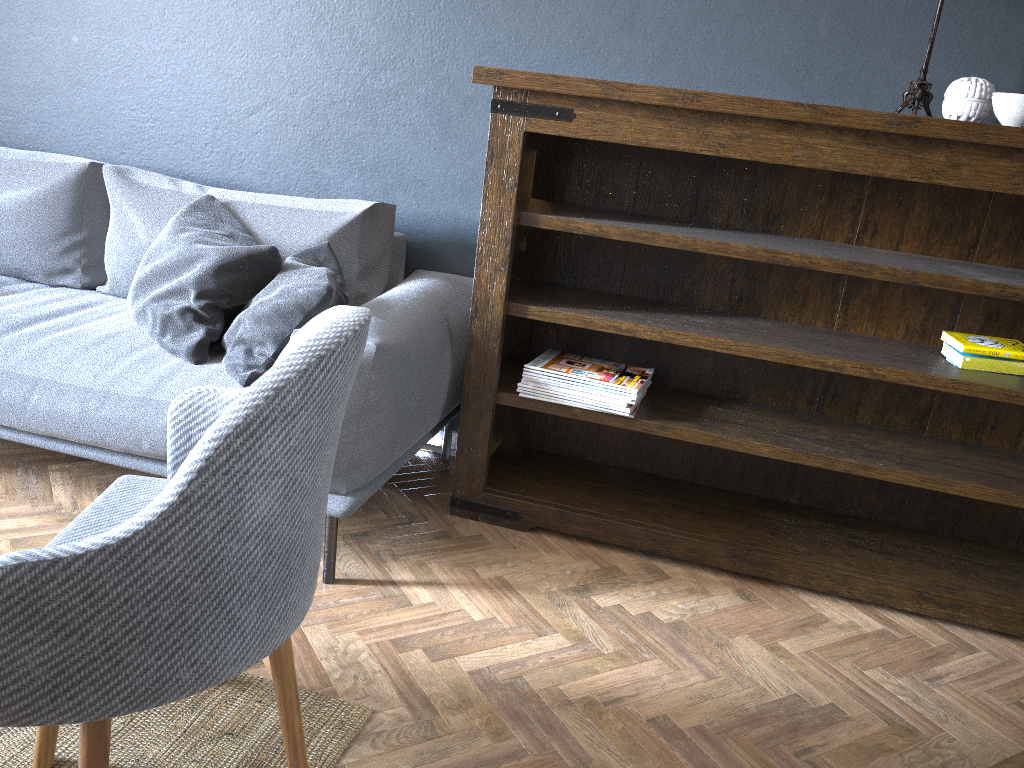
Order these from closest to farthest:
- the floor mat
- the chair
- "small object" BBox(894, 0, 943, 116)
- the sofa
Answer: the chair → the floor mat → the sofa → "small object" BBox(894, 0, 943, 116)

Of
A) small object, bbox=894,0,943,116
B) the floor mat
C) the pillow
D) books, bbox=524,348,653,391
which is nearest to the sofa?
the pillow

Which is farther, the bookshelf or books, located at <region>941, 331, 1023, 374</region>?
books, located at <region>941, 331, 1023, 374</region>

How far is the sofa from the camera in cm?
200

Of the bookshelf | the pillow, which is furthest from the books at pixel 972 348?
the pillow

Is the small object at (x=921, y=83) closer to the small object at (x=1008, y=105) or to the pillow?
the small object at (x=1008, y=105)

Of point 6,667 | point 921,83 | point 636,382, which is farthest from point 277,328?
point 921,83

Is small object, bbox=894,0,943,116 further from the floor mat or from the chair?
the floor mat

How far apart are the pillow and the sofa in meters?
0.0

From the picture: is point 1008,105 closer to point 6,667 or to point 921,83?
point 921,83
